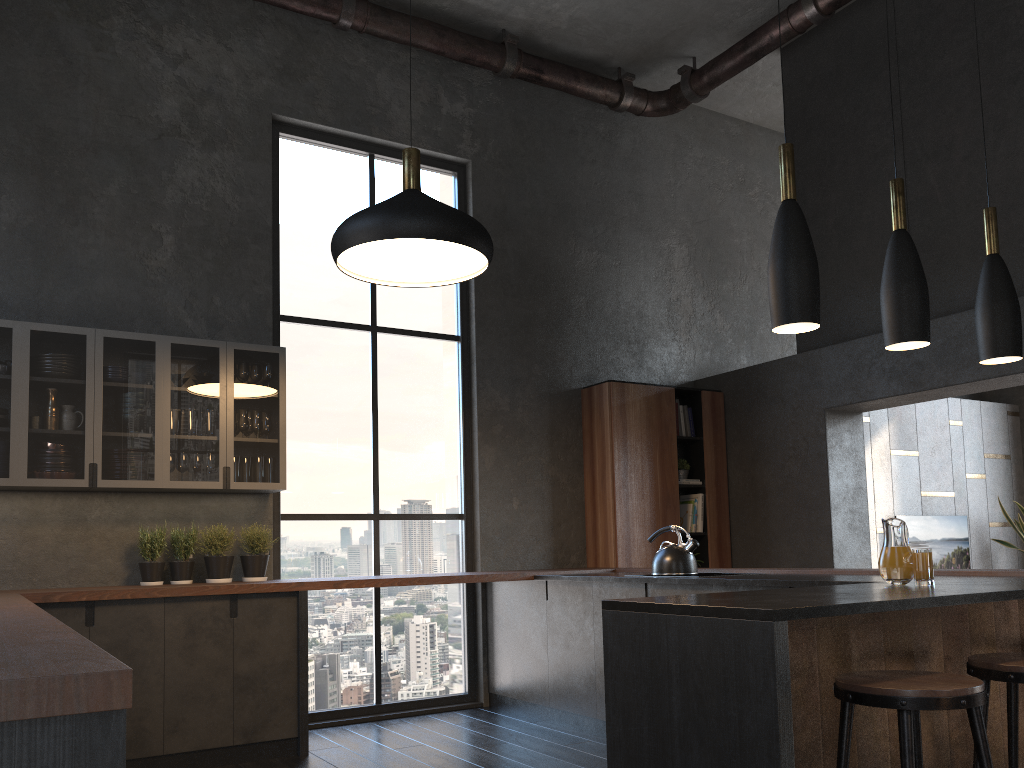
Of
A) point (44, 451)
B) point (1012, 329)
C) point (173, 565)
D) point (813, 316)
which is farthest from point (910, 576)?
point (44, 451)

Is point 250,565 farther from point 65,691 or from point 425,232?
point 65,691

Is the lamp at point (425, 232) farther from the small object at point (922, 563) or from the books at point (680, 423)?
the books at point (680, 423)

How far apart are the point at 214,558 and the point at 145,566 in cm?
37

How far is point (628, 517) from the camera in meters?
6.5 m

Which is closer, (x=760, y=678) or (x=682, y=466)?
(x=760, y=678)

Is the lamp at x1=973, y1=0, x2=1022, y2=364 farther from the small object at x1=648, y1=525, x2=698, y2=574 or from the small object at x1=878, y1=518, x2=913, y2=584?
the small object at x1=648, y1=525, x2=698, y2=574

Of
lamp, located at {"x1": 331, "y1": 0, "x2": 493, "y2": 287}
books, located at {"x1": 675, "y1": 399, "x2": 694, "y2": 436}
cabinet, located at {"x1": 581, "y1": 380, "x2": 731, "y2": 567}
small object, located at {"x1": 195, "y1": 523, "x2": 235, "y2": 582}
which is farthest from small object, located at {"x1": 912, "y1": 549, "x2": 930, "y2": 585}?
small object, located at {"x1": 195, "y1": 523, "x2": 235, "y2": 582}

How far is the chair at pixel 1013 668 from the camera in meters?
2.4

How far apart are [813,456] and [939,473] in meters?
2.9 m
